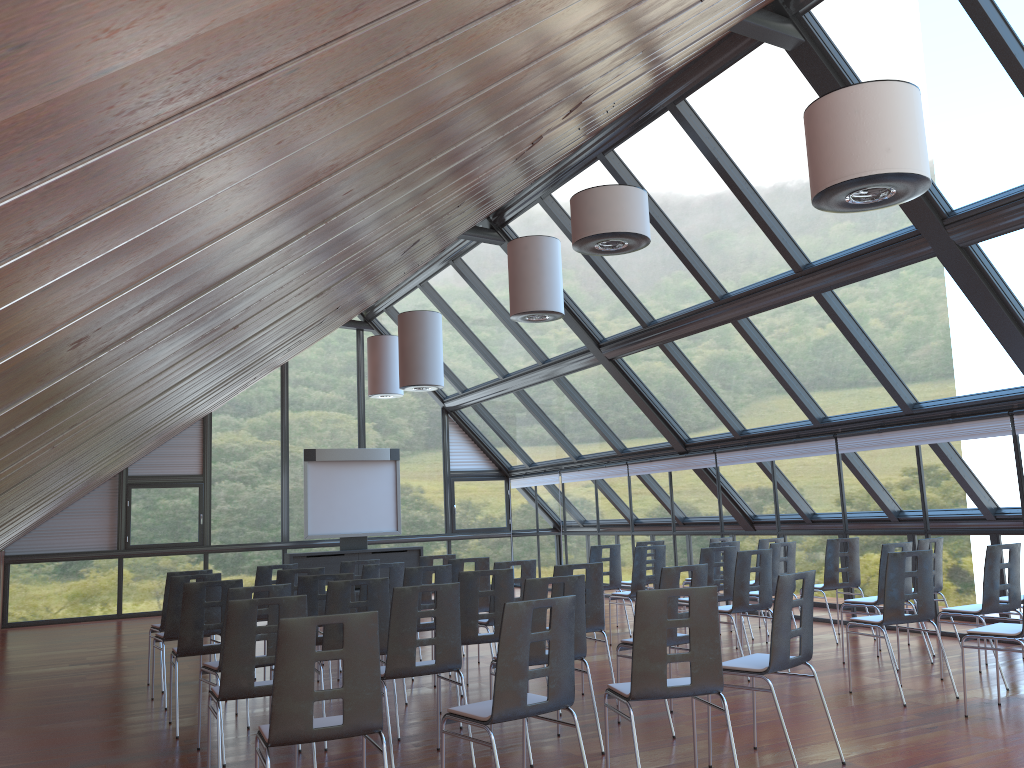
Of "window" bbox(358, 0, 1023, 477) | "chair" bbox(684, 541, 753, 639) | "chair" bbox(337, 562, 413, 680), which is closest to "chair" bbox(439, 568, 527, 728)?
"chair" bbox(337, 562, 413, 680)

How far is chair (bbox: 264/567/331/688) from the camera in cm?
866

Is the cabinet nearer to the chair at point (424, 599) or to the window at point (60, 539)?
the window at point (60, 539)

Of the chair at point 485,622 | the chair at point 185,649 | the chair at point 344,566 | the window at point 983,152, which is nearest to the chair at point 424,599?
the chair at point 344,566

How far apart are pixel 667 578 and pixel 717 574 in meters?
4.6

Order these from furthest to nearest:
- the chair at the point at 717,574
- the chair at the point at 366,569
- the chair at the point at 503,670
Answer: the chair at the point at 717,574, the chair at the point at 366,569, the chair at the point at 503,670

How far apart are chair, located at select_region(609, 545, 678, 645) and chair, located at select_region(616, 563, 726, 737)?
3.7 meters

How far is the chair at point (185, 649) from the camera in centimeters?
718cm

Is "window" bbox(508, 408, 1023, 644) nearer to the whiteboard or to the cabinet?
the cabinet

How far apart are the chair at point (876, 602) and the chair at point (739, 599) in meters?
0.9
